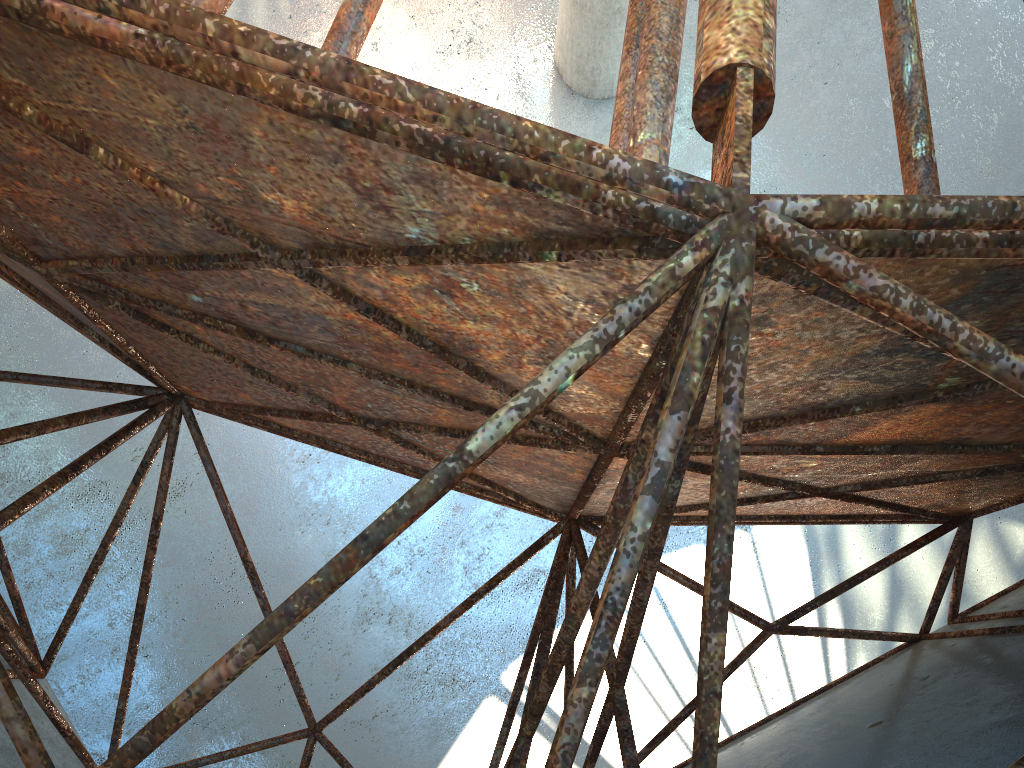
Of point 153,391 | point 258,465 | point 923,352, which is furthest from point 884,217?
point 258,465

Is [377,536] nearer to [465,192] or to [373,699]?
[465,192]
